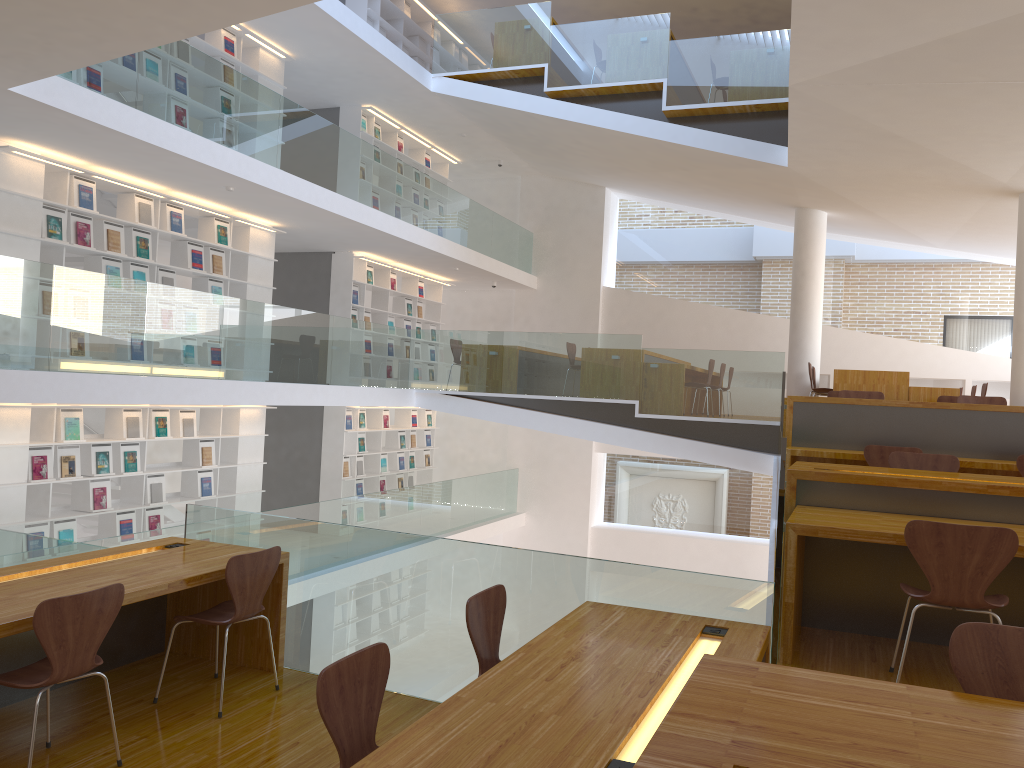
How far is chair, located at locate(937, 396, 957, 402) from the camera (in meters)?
8.25

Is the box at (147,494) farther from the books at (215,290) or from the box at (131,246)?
the box at (131,246)

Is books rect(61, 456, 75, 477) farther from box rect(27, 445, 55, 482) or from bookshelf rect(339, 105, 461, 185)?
bookshelf rect(339, 105, 461, 185)

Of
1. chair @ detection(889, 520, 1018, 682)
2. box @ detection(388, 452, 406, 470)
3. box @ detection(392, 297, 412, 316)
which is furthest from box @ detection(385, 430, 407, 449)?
chair @ detection(889, 520, 1018, 682)

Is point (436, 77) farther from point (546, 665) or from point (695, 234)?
point (546, 665)

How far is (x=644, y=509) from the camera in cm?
1501

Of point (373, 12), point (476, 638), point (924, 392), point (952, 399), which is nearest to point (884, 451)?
point (952, 399)

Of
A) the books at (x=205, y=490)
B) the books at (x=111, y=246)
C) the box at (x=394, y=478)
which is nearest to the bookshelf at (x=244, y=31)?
the books at (x=111, y=246)

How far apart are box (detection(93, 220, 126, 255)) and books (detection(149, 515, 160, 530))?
2.7m

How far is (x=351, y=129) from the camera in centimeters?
1218cm
